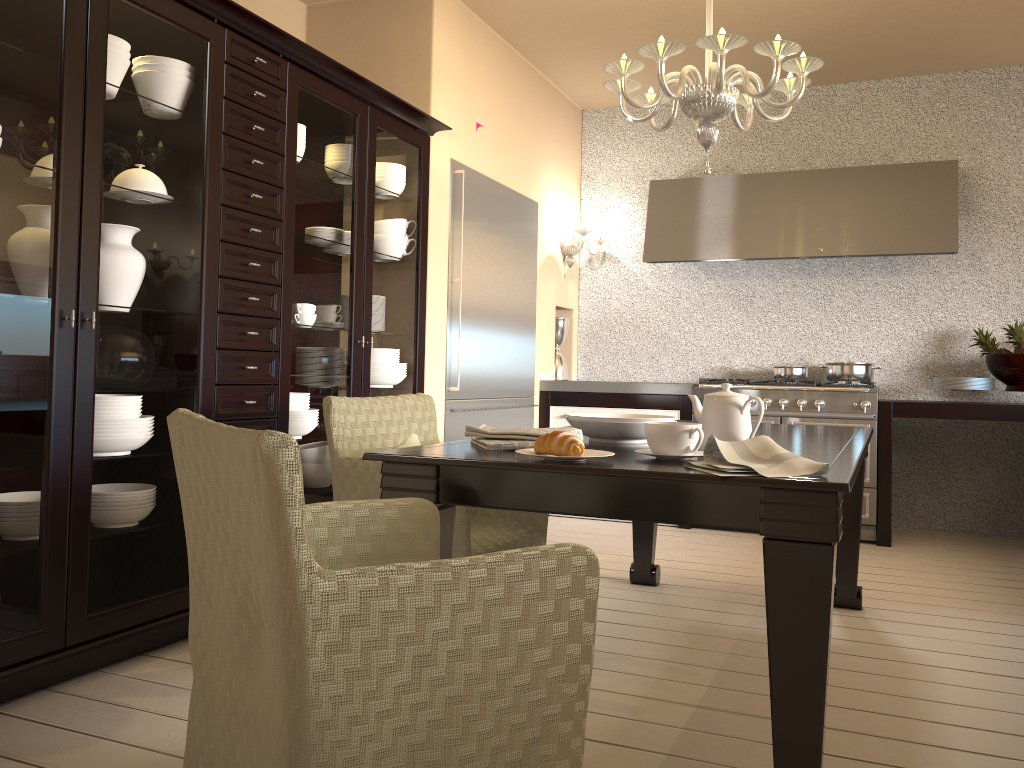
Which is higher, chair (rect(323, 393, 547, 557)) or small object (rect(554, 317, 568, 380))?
small object (rect(554, 317, 568, 380))

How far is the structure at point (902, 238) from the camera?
4.6m

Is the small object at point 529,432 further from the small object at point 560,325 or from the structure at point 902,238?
the small object at point 560,325

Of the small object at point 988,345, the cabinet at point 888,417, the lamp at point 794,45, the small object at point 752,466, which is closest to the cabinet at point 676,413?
the cabinet at point 888,417

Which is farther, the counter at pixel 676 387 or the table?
the counter at pixel 676 387

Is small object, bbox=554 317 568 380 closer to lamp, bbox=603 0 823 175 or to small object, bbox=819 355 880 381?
small object, bbox=819 355 880 381

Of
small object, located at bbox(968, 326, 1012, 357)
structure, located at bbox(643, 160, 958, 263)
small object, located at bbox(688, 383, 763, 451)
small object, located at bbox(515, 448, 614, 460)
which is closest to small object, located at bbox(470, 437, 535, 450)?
small object, located at bbox(515, 448, 614, 460)

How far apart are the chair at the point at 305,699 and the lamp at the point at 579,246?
3.80m

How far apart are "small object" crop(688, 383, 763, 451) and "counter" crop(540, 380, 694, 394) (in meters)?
2.90

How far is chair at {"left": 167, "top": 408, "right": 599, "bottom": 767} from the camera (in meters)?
1.04
